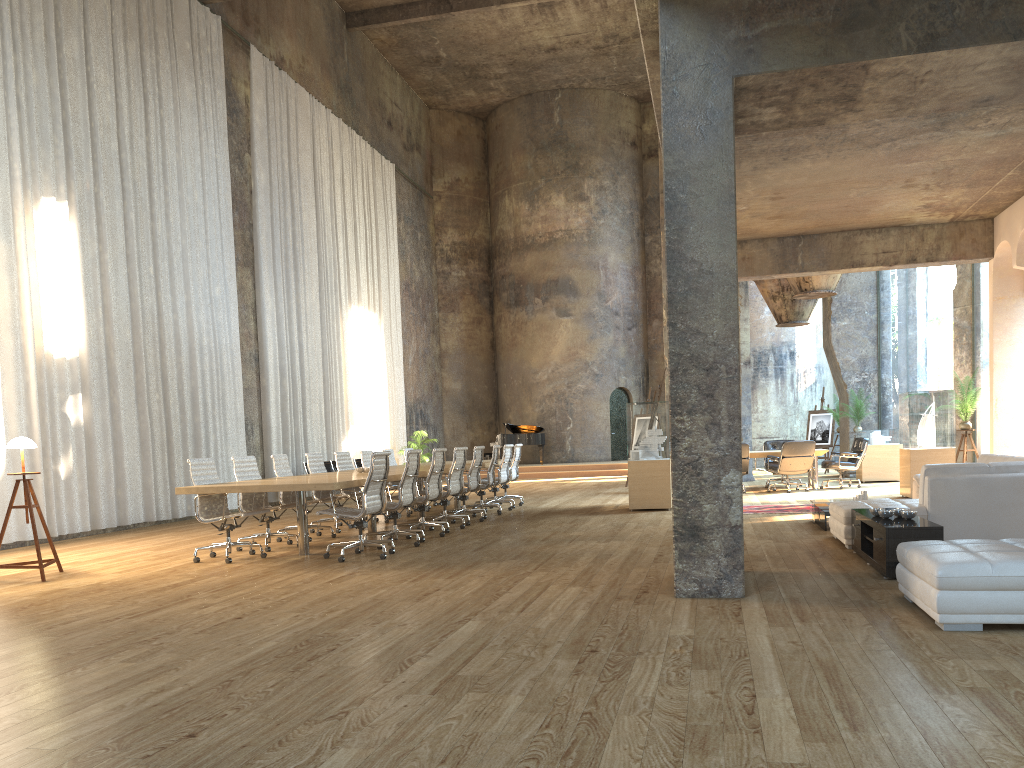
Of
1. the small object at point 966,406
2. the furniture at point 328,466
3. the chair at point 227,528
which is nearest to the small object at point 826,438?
the small object at point 966,406

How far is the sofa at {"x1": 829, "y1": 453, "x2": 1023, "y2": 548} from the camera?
7.3 meters

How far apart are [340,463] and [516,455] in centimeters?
342cm

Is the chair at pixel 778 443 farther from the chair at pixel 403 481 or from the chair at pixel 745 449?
the chair at pixel 403 481

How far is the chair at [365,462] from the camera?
13.0 meters

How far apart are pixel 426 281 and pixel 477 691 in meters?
24.4 m

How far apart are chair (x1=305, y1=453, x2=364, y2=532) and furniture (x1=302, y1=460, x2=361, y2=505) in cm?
609

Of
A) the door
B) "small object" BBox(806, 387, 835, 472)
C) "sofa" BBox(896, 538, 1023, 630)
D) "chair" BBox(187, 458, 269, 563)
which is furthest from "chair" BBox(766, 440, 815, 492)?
the door

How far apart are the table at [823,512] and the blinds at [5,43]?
9.24m

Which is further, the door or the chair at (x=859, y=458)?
the door
